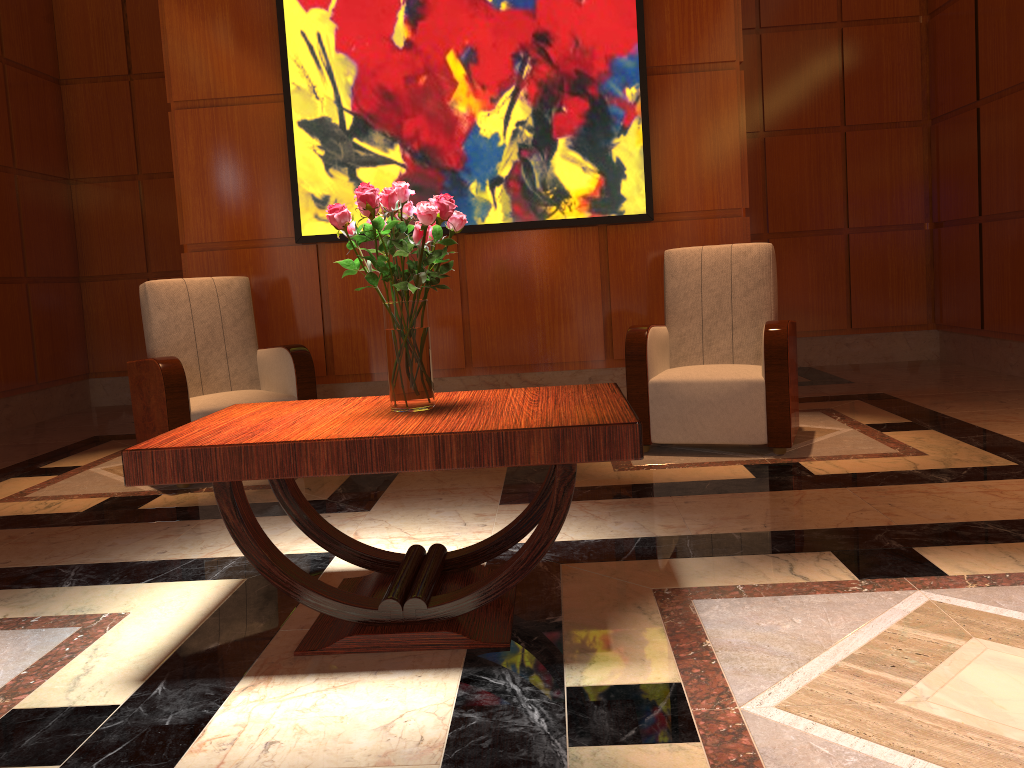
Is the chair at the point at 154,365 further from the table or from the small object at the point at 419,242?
the small object at the point at 419,242

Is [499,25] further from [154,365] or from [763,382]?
[154,365]

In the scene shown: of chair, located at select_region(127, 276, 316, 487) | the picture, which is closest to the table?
chair, located at select_region(127, 276, 316, 487)

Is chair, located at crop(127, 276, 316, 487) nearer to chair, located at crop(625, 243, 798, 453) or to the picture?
the picture

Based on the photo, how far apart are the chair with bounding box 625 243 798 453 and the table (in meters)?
1.57

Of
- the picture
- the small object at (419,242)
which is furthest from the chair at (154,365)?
the small object at (419,242)

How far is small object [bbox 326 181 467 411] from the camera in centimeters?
218cm

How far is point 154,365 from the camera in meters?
4.0 m

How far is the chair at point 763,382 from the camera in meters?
3.9 m

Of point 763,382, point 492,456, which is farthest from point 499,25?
point 492,456
